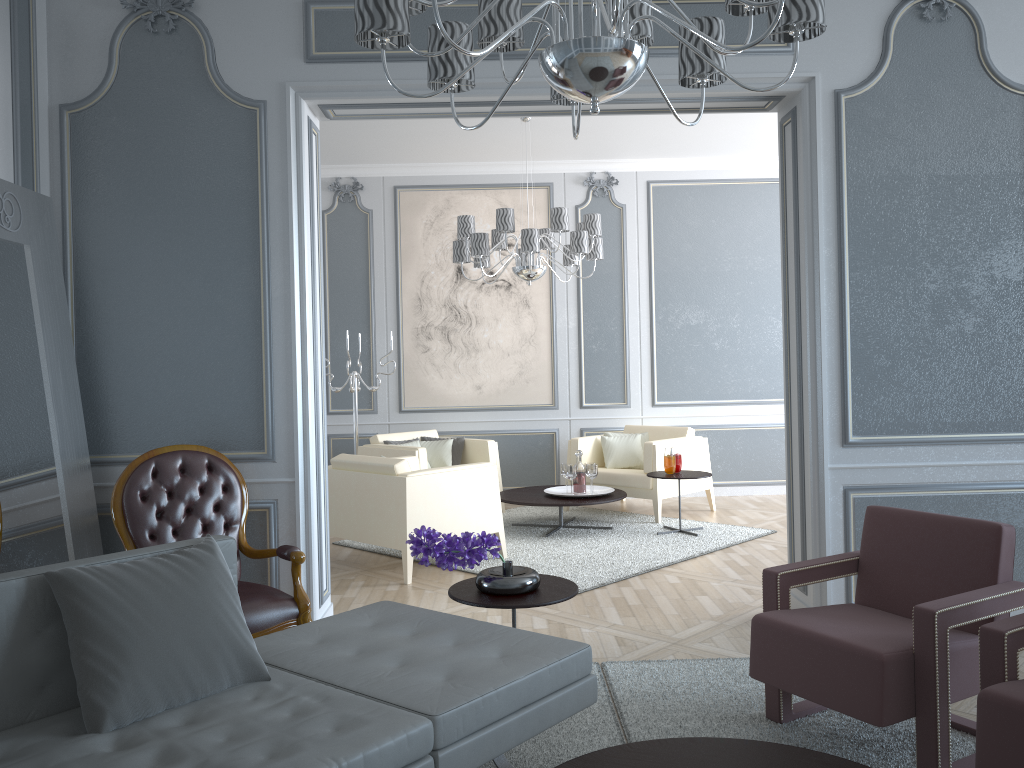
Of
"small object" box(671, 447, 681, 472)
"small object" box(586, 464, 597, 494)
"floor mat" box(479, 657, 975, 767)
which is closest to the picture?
"small object" box(586, 464, 597, 494)

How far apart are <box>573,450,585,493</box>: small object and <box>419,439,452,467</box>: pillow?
1.1m

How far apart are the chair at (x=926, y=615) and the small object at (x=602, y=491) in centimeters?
310cm

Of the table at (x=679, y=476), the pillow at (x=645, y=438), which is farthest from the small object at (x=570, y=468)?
the pillow at (x=645, y=438)

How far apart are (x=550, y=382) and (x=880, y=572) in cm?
458

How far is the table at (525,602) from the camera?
2.6m

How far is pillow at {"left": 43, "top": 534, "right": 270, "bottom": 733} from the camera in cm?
184

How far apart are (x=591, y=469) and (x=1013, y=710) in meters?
4.0 m

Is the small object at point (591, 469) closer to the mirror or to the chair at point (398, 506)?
the chair at point (398, 506)

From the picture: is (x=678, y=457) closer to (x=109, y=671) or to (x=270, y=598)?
(x=270, y=598)
